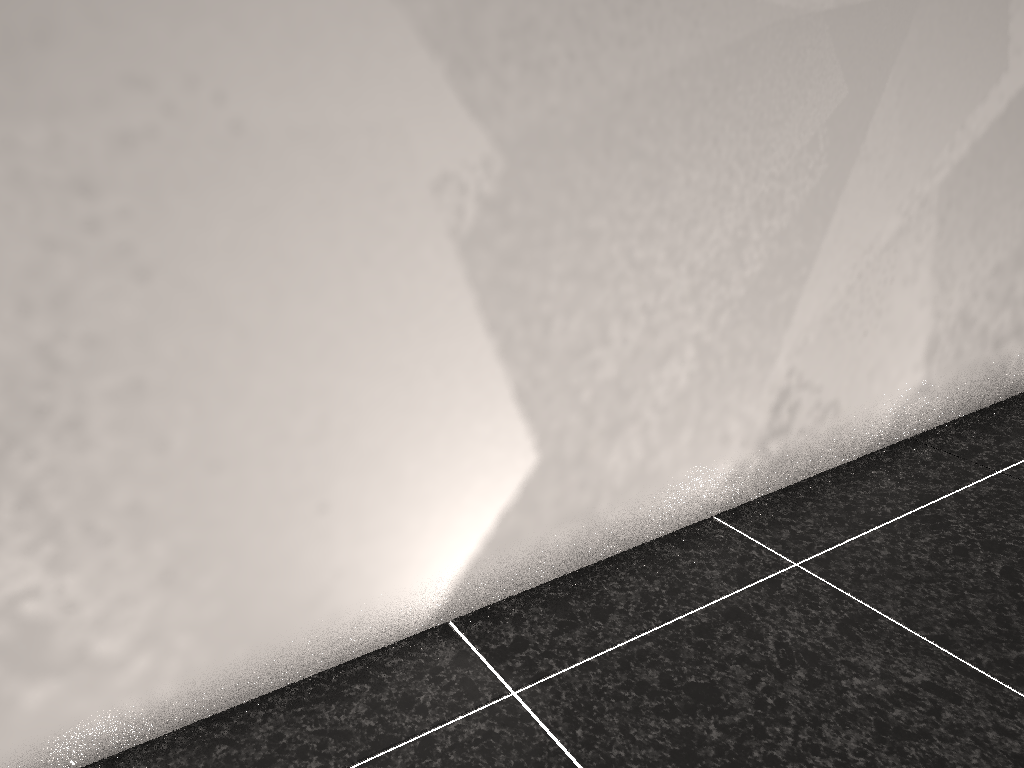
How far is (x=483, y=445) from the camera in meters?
1.5
